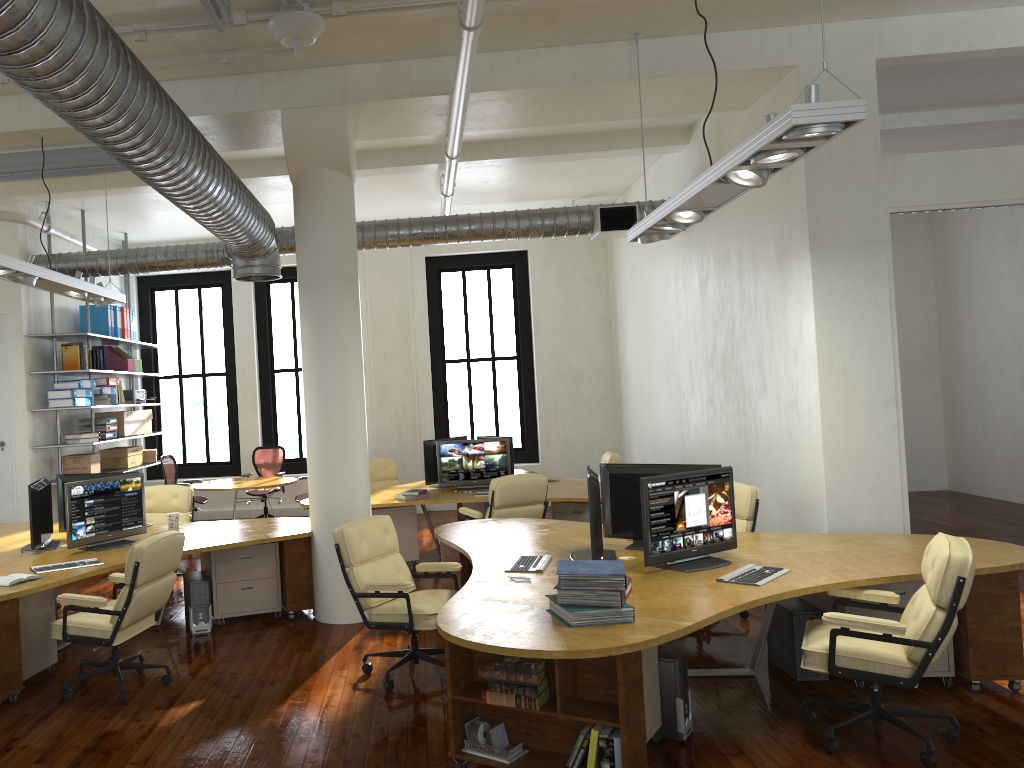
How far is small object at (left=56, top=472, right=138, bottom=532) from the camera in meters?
7.7

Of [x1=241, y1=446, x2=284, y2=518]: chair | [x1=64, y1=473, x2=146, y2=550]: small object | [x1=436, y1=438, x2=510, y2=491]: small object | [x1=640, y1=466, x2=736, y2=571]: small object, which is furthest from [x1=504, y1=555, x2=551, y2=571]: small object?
[x1=241, y1=446, x2=284, y2=518]: chair

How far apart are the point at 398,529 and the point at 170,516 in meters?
2.6 m

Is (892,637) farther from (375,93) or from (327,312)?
(375,93)

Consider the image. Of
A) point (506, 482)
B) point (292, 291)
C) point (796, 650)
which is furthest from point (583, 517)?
point (292, 291)

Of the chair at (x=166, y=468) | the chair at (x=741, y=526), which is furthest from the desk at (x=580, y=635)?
the chair at (x=166, y=468)

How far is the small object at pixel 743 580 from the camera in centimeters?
473cm

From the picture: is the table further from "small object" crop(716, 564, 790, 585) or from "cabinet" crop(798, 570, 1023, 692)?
"small object" crop(716, 564, 790, 585)

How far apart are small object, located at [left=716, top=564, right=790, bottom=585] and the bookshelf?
8.0 meters

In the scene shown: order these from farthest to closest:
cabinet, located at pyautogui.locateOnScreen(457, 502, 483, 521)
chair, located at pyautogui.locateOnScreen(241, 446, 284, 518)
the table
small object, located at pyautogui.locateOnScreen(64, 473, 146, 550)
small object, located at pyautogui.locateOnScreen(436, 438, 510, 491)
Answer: chair, located at pyautogui.locateOnScreen(241, 446, 284, 518) < the table < cabinet, located at pyautogui.locateOnScreen(457, 502, 483, 521) < small object, located at pyautogui.locateOnScreen(436, 438, 510, 491) < small object, located at pyautogui.locateOnScreen(64, 473, 146, 550)
